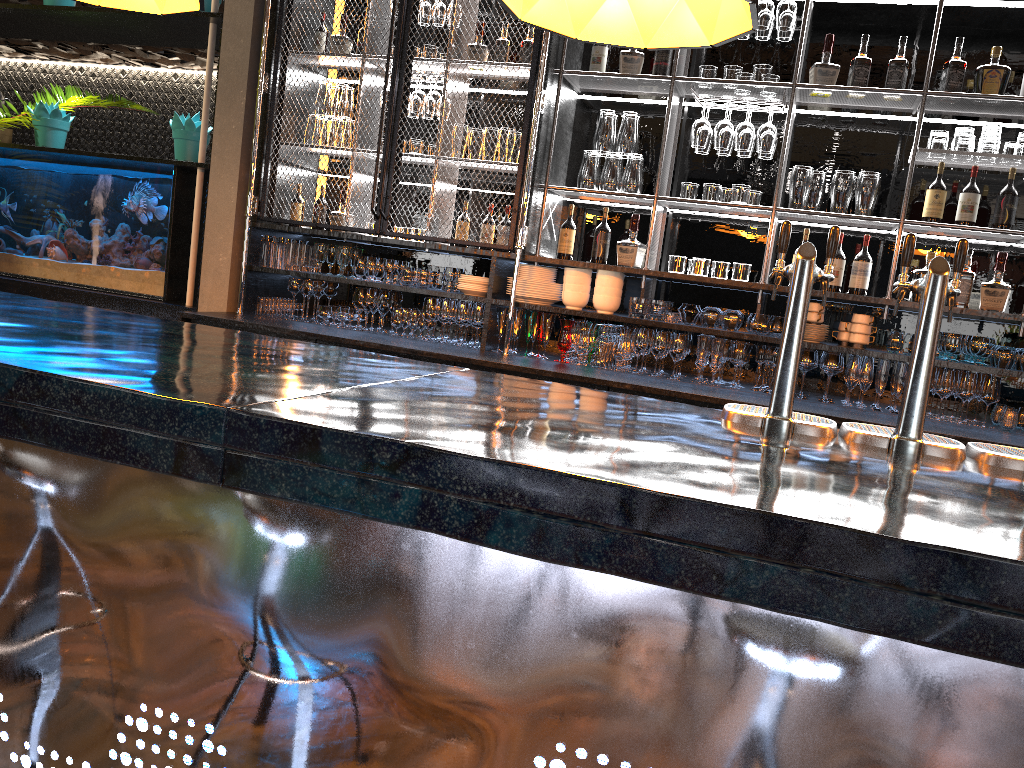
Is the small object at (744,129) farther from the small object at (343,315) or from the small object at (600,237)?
the small object at (343,315)

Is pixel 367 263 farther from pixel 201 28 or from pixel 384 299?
pixel 201 28

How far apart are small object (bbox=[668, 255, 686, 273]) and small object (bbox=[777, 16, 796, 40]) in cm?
117

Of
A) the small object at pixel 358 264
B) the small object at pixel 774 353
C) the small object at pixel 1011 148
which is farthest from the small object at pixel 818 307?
the small object at pixel 358 264

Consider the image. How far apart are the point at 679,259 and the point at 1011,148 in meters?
1.6 m

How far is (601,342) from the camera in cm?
440

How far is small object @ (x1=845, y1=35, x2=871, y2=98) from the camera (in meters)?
4.13

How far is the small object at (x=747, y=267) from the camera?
4.33m

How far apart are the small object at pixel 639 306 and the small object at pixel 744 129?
0.9m

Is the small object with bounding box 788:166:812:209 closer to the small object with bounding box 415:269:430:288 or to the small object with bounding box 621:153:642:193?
the small object with bounding box 621:153:642:193
